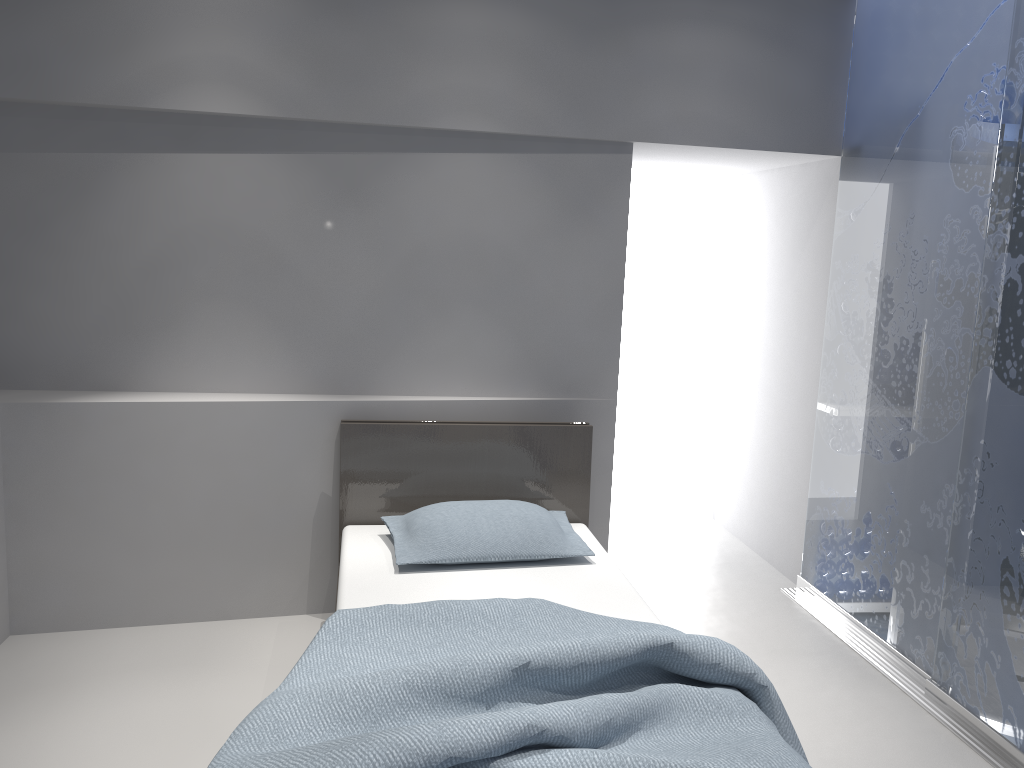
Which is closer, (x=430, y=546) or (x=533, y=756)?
(x=533, y=756)

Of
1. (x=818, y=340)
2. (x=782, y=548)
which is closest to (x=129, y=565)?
(x=782, y=548)

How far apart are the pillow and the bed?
0.04m

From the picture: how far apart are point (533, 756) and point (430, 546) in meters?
1.3 m

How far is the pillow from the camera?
3.09m

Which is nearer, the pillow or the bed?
the bed

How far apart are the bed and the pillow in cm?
4

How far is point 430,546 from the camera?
3.1m

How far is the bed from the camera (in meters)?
1.82
